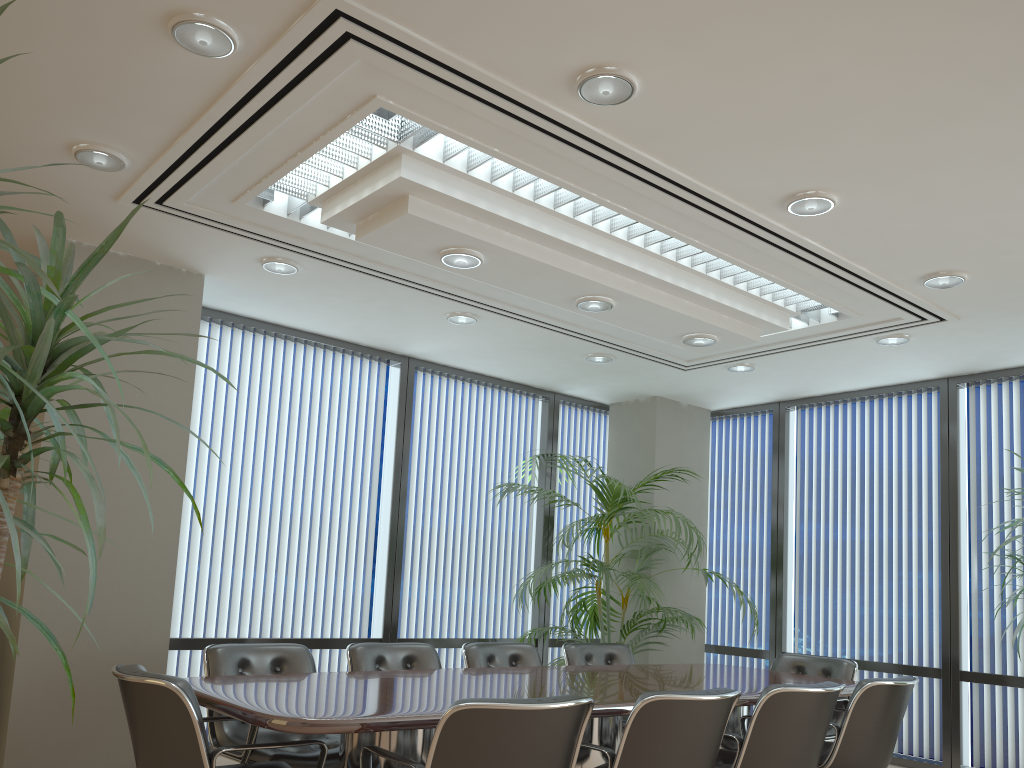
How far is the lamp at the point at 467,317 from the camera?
6.0 meters

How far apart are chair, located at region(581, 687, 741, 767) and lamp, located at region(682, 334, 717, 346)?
2.5 meters

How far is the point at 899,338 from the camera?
Result: 6.0 meters

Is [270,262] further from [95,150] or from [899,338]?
[899,338]

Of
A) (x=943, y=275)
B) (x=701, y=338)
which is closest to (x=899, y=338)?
(x=943, y=275)

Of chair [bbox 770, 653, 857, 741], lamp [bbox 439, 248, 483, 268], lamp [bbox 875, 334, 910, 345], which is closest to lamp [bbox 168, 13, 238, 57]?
lamp [bbox 439, 248, 483, 268]

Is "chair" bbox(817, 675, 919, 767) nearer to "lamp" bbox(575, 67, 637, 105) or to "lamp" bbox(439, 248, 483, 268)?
"lamp" bbox(439, 248, 483, 268)

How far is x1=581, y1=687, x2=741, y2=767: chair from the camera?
3.3 meters

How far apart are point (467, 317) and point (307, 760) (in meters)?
3.02

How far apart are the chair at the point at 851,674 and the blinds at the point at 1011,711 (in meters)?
1.33
